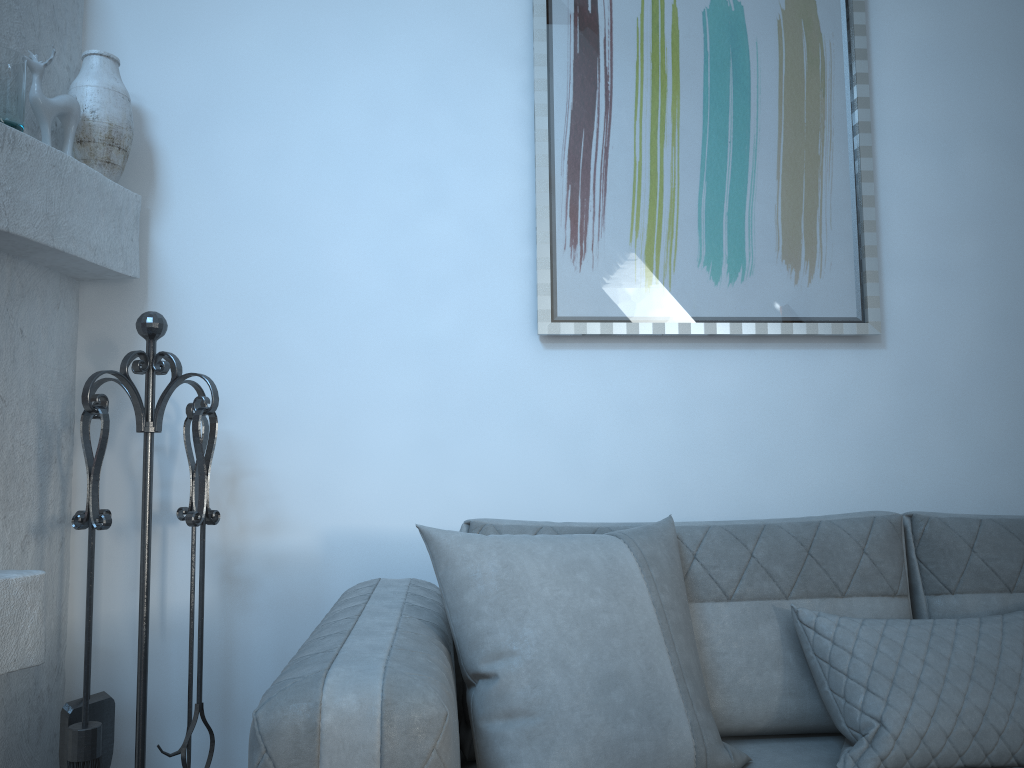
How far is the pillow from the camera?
1.37m

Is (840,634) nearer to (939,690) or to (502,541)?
(939,690)

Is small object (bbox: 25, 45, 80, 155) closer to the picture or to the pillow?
the picture

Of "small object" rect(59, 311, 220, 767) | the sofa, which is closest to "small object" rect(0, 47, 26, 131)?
"small object" rect(59, 311, 220, 767)

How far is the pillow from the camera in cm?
137

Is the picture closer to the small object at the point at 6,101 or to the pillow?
the pillow

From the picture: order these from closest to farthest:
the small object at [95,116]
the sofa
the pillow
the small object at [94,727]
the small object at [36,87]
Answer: the sofa, the pillow, the small object at [94,727], the small object at [36,87], the small object at [95,116]

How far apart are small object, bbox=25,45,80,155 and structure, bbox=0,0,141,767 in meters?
0.1

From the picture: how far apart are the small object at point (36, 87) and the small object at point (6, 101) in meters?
0.1

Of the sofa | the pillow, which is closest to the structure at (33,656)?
the sofa
